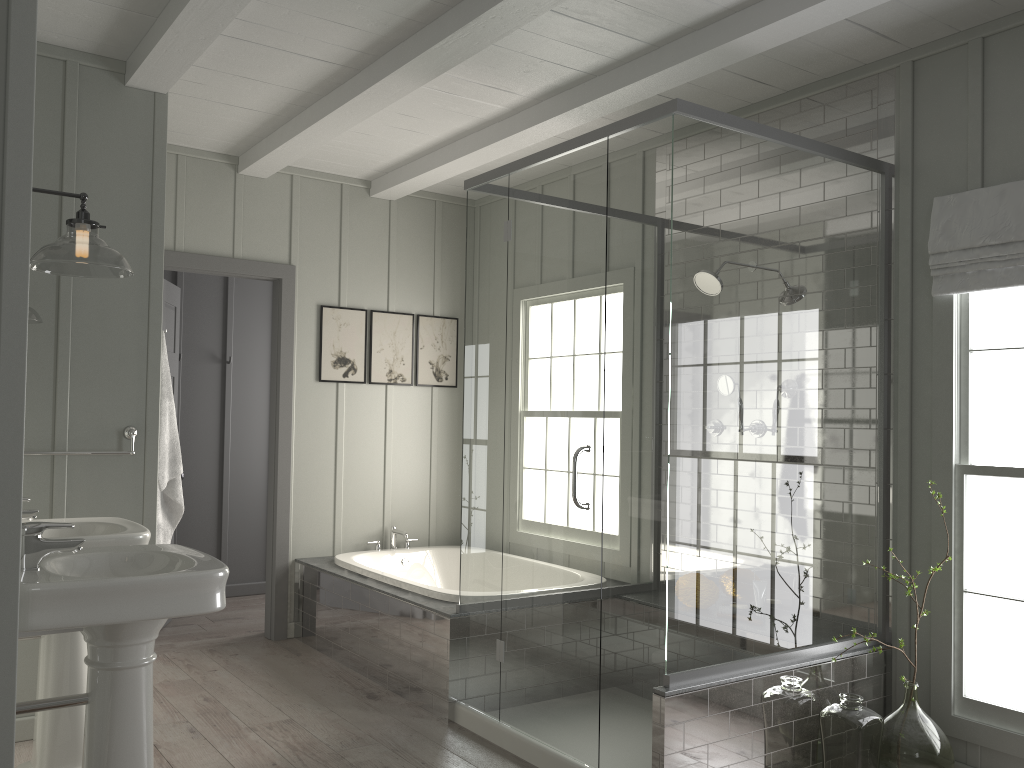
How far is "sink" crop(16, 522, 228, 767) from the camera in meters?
2.0

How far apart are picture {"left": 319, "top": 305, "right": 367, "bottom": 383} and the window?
3.2 meters

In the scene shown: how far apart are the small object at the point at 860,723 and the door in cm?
307

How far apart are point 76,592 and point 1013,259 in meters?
3.2 m

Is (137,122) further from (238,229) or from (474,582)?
(474,582)

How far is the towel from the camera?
3.78m

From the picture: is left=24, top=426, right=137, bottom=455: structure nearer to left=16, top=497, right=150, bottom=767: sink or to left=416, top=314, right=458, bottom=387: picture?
left=16, top=497, right=150, bottom=767: sink

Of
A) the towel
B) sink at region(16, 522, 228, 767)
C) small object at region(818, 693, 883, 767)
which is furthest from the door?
small object at region(818, 693, 883, 767)

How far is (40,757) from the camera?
2.9 meters

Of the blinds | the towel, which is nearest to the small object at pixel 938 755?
the blinds
